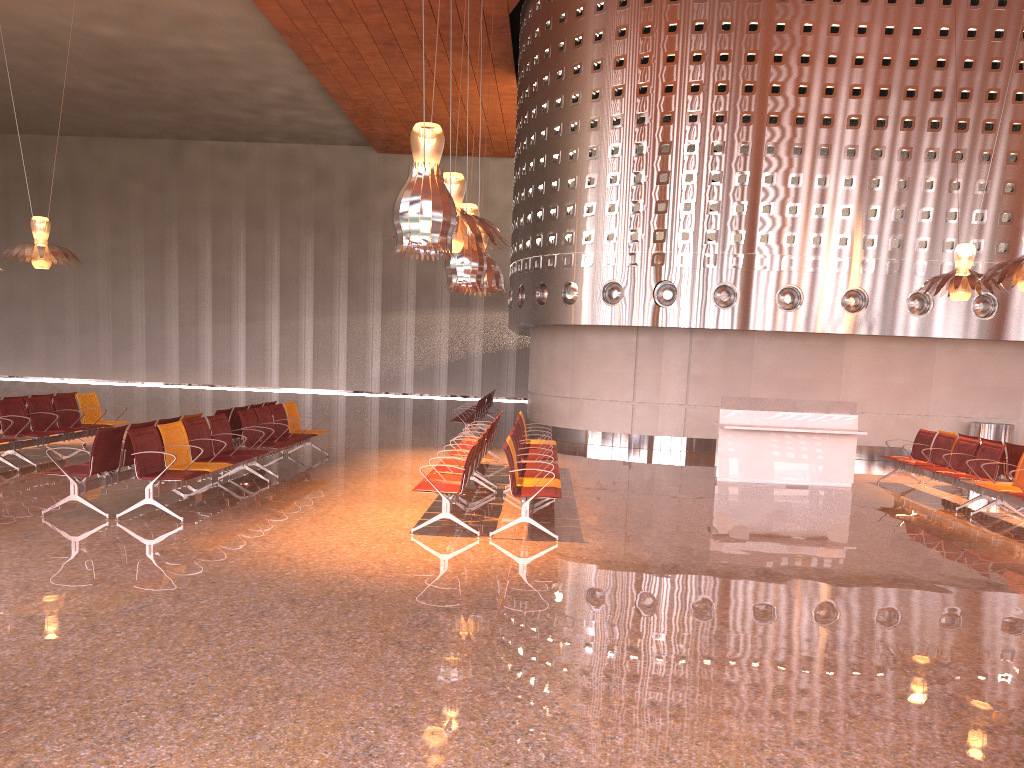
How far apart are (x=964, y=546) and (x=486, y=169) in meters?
27.7 m
